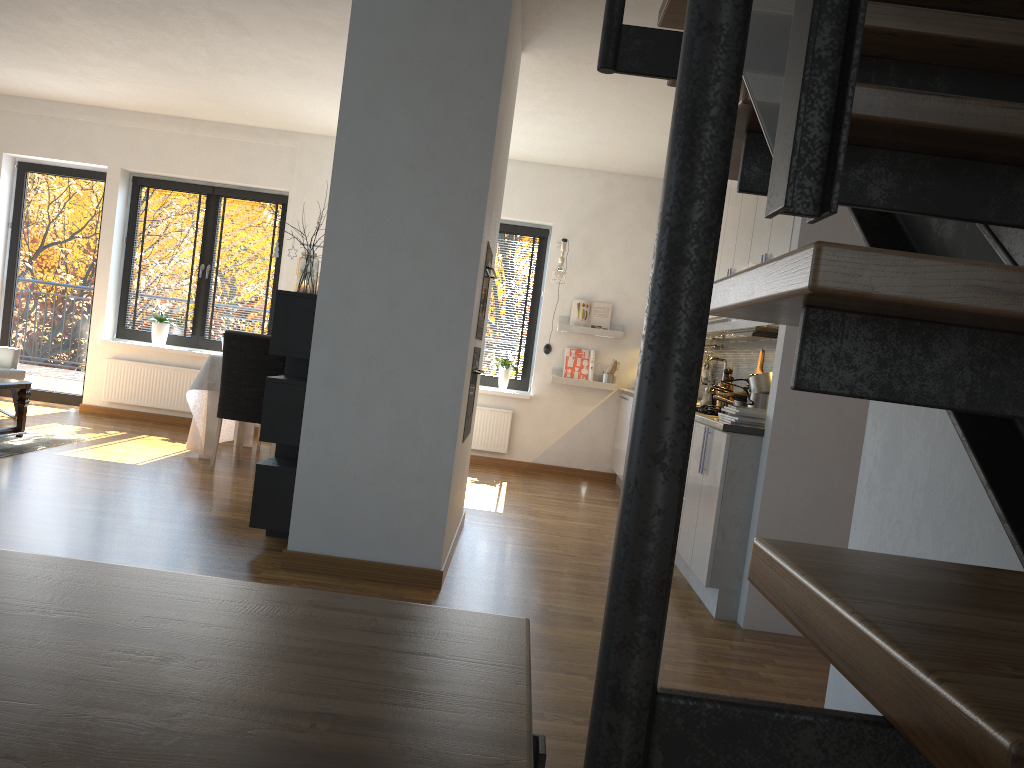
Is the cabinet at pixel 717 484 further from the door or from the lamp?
the door

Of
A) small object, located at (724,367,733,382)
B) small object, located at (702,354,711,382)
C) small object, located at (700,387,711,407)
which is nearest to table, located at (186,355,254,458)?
small object, located at (700,387,711,407)

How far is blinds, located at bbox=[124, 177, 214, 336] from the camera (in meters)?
8.25

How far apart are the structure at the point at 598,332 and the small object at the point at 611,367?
0.2m

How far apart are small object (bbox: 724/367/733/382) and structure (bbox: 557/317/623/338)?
2.32m

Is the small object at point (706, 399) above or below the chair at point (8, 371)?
above

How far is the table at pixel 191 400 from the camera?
6.37m

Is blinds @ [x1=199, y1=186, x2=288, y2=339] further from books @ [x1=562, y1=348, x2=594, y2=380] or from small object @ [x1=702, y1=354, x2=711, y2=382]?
small object @ [x1=702, y1=354, x2=711, y2=382]

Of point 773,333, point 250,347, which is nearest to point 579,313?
point 250,347

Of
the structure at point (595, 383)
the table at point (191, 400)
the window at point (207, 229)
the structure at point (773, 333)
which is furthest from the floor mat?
the structure at point (773, 333)
